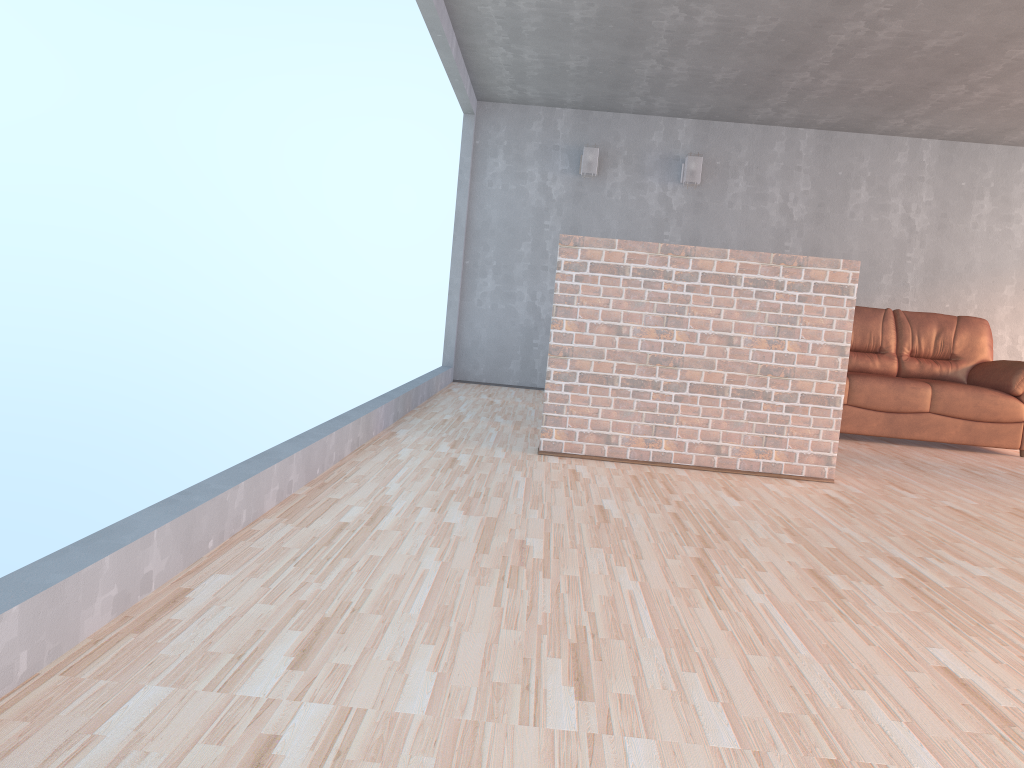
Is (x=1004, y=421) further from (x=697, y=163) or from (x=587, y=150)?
(x=587, y=150)

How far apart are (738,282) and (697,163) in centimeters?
368cm

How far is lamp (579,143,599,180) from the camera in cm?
756

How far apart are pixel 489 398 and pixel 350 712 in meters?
5.3

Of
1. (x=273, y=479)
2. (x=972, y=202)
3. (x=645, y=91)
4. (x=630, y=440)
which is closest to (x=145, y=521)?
(x=273, y=479)

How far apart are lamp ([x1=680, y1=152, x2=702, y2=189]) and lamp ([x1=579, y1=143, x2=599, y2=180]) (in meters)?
0.77

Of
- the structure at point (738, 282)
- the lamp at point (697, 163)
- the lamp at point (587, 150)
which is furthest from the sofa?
the lamp at point (587, 150)

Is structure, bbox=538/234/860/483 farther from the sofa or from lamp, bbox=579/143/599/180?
lamp, bbox=579/143/599/180

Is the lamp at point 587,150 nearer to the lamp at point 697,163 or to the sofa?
the lamp at point 697,163

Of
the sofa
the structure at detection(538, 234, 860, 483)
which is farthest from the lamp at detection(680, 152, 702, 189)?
the structure at detection(538, 234, 860, 483)
